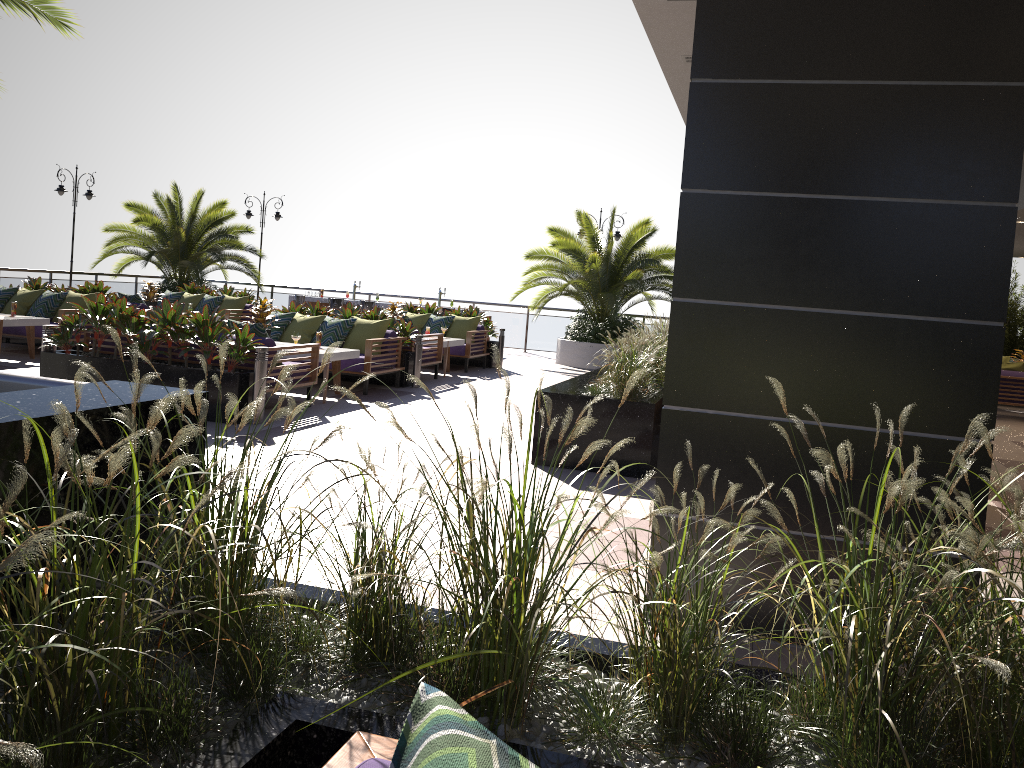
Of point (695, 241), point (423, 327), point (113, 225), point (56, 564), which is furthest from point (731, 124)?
point (113, 225)

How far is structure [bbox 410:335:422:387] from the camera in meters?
11.7 m

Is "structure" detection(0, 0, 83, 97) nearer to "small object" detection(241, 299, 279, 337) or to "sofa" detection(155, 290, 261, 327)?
"small object" detection(241, 299, 279, 337)

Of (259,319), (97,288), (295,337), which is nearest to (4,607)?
(295,337)

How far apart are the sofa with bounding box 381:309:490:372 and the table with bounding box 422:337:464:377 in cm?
42

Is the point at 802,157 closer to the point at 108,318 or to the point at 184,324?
the point at 184,324

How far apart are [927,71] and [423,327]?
11.96m

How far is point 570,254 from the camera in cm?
1705

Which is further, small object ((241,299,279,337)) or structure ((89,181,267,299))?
structure ((89,181,267,299))

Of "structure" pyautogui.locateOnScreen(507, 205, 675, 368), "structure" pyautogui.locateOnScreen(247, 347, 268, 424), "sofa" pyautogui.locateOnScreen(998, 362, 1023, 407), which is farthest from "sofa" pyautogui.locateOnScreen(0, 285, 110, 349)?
"sofa" pyautogui.locateOnScreen(998, 362, 1023, 407)
